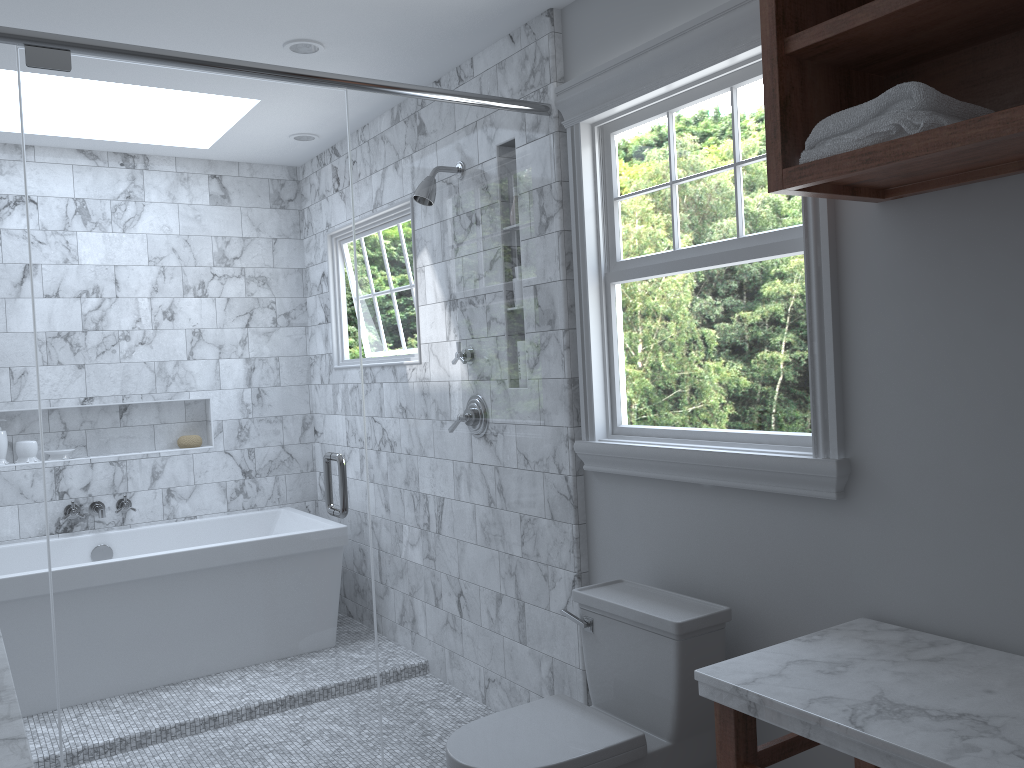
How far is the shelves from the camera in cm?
155

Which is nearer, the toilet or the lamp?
the toilet

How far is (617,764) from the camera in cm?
215

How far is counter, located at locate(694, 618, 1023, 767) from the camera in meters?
1.4

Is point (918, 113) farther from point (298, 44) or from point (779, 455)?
point (298, 44)

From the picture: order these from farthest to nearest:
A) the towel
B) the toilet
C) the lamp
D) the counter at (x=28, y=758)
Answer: the lamp → the toilet → the towel → the counter at (x=28, y=758)

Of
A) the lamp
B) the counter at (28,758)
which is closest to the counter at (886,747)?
the counter at (28,758)

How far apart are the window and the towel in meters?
0.4 m

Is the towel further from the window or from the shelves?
the window

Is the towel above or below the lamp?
below
